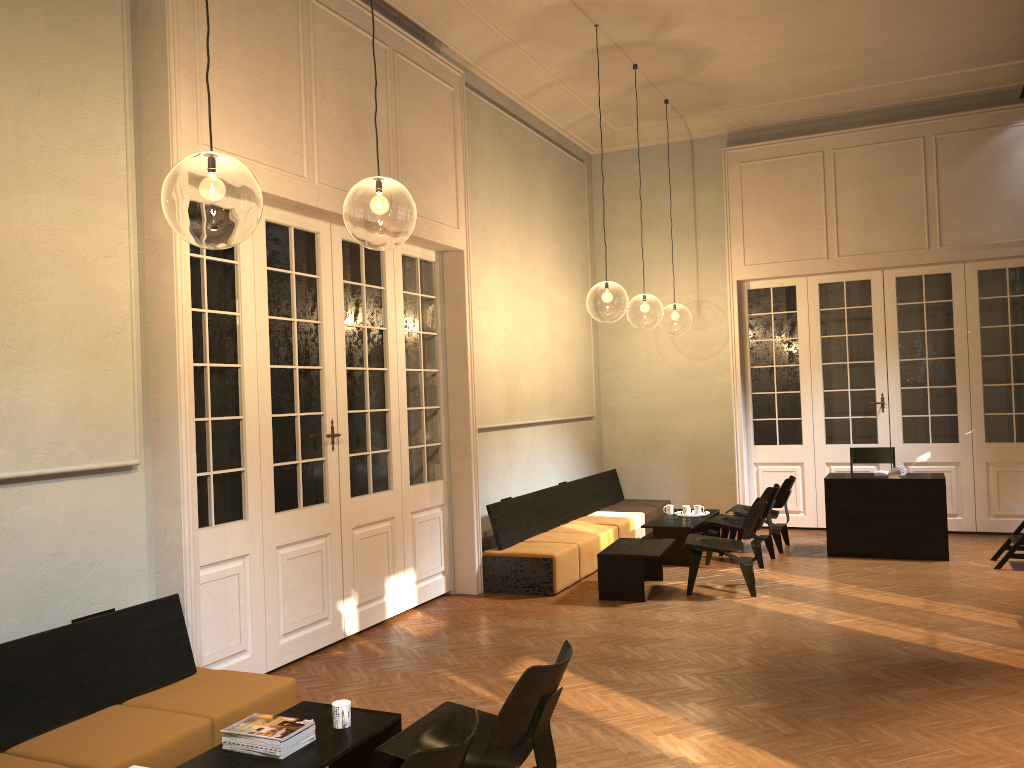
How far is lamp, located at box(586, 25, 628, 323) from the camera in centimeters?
1931cm

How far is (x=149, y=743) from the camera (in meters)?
3.82

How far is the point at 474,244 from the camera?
8.9 meters

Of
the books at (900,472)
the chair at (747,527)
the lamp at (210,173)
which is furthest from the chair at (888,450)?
the lamp at (210,173)

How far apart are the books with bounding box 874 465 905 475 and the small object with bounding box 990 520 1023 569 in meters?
1.2

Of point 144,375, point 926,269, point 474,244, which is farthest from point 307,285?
point 926,269

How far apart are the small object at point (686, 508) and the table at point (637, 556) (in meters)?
1.66

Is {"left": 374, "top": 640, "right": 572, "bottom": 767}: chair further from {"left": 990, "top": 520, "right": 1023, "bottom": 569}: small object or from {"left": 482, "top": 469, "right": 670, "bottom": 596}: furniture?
{"left": 990, "top": 520, "right": 1023, "bottom": 569}: small object

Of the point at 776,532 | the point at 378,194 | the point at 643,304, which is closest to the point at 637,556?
the point at 776,532

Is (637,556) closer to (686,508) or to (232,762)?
(686,508)
